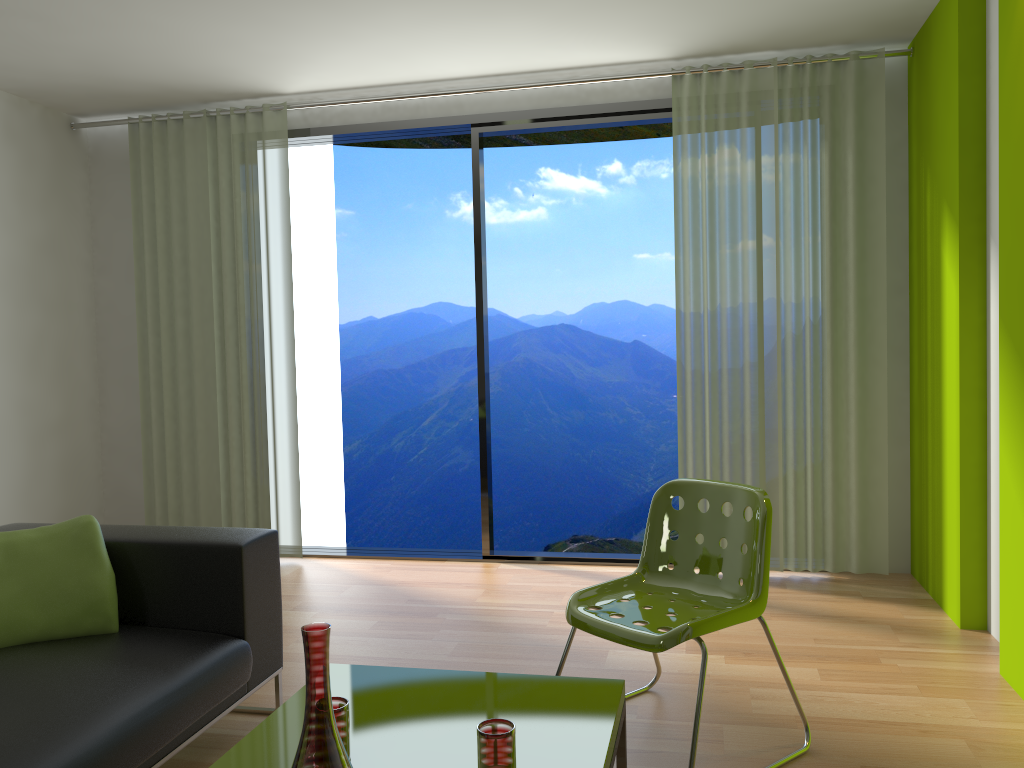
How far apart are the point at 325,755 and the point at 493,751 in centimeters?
37cm

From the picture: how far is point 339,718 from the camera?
1.8 meters

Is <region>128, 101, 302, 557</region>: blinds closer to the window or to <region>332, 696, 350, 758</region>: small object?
the window

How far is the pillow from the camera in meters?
2.6

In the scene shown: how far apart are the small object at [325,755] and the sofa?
0.78m

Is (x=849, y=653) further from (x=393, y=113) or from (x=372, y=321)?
(x=372, y=321)

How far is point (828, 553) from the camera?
4.5 meters

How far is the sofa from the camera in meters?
2.0 m

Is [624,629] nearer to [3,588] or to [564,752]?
[564,752]

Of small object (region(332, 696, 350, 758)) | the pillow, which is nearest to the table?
small object (region(332, 696, 350, 758))
